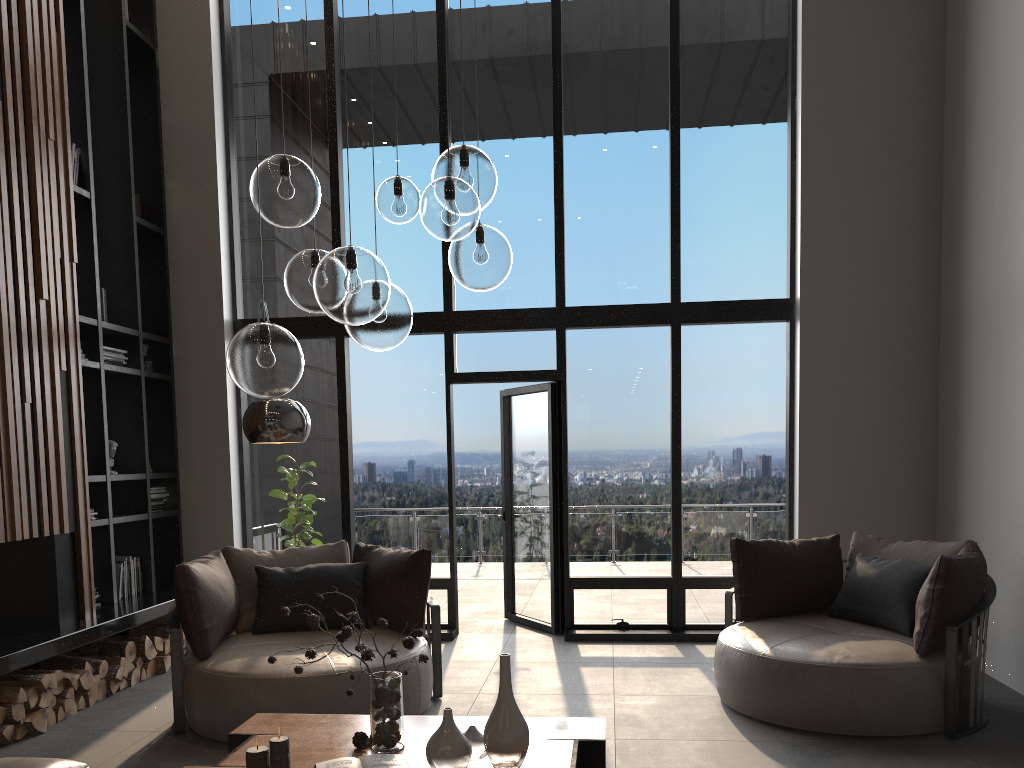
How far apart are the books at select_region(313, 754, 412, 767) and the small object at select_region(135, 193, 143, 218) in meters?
5.2

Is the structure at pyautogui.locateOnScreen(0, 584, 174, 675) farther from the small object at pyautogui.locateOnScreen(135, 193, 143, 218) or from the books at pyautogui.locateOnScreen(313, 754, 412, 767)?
the small object at pyautogui.locateOnScreen(135, 193, 143, 218)

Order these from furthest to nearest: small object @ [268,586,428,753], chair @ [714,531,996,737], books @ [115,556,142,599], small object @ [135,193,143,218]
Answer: small object @ [135,193,143,218]
books @ [115,556,142,599]
chair @ [714,531,996,737]
small object @ [268,586,428,753]

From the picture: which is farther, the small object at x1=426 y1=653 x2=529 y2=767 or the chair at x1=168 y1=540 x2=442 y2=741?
the chair at x1=168 y1=540 x2=442 y2=741

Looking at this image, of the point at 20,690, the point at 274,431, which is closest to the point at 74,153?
the point at 274,431

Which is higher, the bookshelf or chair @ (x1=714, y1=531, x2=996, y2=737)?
the bookshelf

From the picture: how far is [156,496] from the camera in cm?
657

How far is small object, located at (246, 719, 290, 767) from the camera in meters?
2.7

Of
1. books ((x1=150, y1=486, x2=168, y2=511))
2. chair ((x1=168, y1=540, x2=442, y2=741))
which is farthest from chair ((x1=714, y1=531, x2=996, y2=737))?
books ((x1=150, y1=486, x2=168, y2=511))

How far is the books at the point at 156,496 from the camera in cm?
657
